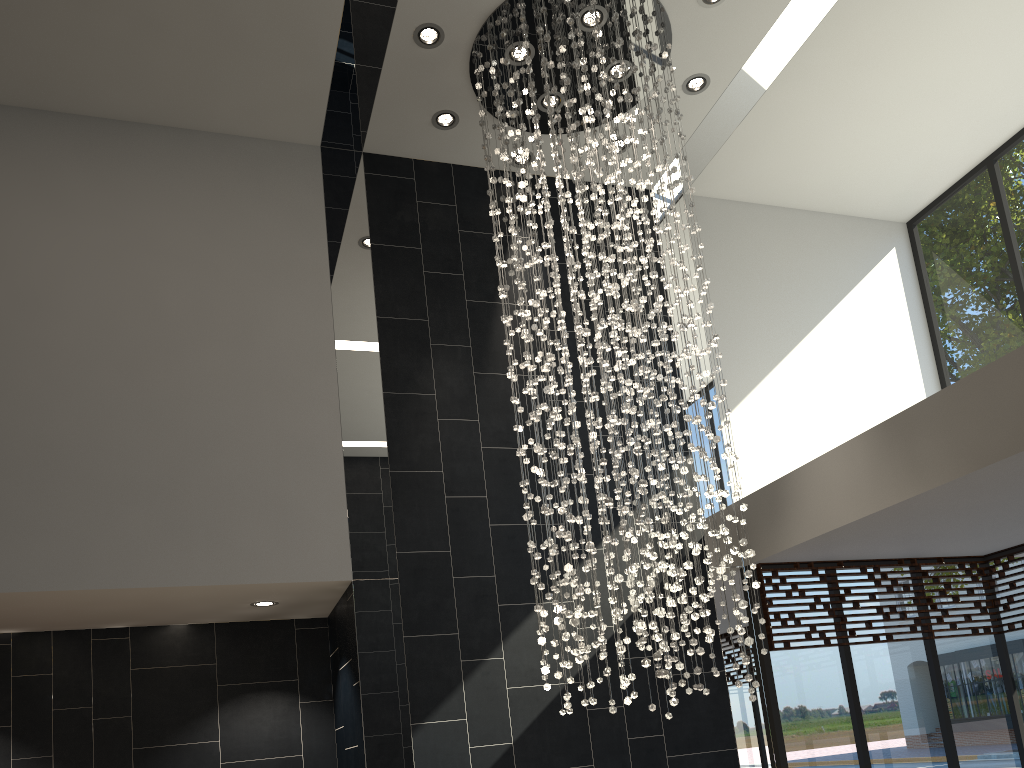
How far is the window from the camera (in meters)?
6.14

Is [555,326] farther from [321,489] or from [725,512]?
[725,512]

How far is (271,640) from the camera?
6.3 meters

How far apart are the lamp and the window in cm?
120

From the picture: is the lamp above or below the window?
above

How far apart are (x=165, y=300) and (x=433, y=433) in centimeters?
198cm

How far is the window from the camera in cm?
614

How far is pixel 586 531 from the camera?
4.8m

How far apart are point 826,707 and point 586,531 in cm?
266

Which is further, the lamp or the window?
the window
